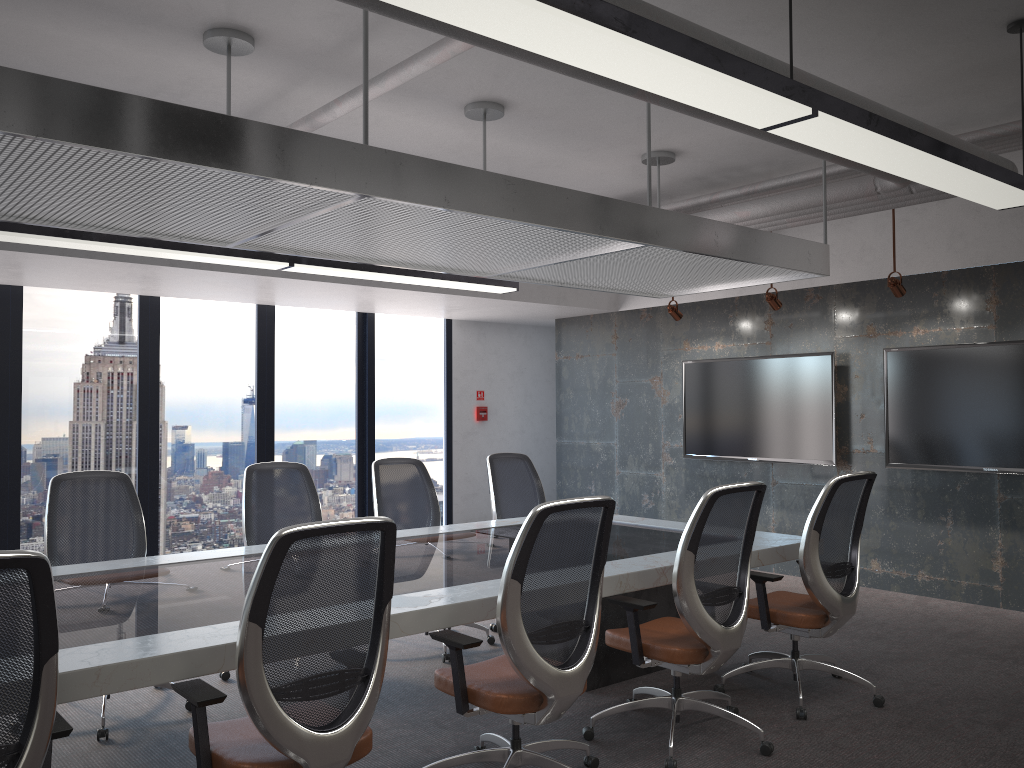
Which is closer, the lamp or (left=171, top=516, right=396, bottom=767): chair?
the lamp

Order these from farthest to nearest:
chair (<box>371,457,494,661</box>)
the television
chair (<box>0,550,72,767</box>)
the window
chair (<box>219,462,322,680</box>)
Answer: the window → the television → chair (<box>371,457,494,661</box>) → chair (<box>219,462,322,680</box>) → chair (<box>0,550,72,767</box>)

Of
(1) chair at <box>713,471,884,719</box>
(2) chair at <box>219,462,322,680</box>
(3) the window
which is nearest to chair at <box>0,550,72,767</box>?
(2) chair at <box>219,462,322,680</box>

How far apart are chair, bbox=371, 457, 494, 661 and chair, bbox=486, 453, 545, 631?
0.31m

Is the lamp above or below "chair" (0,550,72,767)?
above

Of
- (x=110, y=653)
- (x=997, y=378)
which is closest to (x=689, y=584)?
(x=110, y=653)

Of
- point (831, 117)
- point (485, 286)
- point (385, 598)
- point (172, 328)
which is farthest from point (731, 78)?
point (172, 328)

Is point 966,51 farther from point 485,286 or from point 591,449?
point 591,449

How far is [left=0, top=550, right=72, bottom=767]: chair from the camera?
2.1m

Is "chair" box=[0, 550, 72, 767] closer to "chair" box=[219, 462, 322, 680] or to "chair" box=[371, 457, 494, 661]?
"chair" box=[219, 462, 322, 680]
